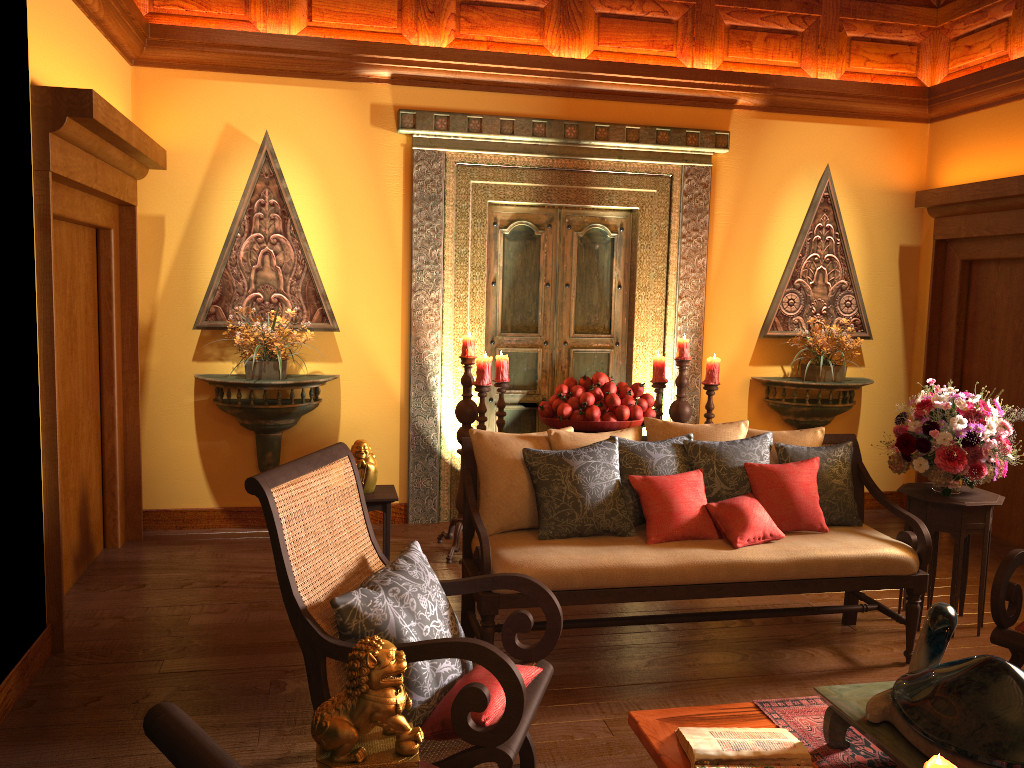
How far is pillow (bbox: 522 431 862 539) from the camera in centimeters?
346cm

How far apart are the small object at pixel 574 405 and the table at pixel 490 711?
2.3 meters

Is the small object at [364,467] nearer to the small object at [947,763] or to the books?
the books

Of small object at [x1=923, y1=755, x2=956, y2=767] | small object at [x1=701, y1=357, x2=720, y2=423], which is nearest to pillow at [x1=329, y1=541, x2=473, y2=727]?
small object at [x1=923, y1=755, x2=956, y2=767]

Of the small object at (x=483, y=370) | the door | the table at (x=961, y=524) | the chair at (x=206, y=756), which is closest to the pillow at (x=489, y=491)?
the table at (x=961, y=524)

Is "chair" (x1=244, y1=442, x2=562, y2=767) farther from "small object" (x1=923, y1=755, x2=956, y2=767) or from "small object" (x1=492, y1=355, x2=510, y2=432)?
"small object" (x1=492, y1=355, x2=510, y2=432)

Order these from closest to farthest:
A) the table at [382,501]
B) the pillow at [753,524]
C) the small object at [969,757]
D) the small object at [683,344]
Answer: the small object at [969,757] → the pillow at [753,524] → the table at [382,501] → the small object at [683,344]

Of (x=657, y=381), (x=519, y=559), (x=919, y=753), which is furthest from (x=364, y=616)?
(x=657, y=381)

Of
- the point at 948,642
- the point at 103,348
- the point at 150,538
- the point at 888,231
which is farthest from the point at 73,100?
the point at 888,231

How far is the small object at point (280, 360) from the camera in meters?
5.0 m
